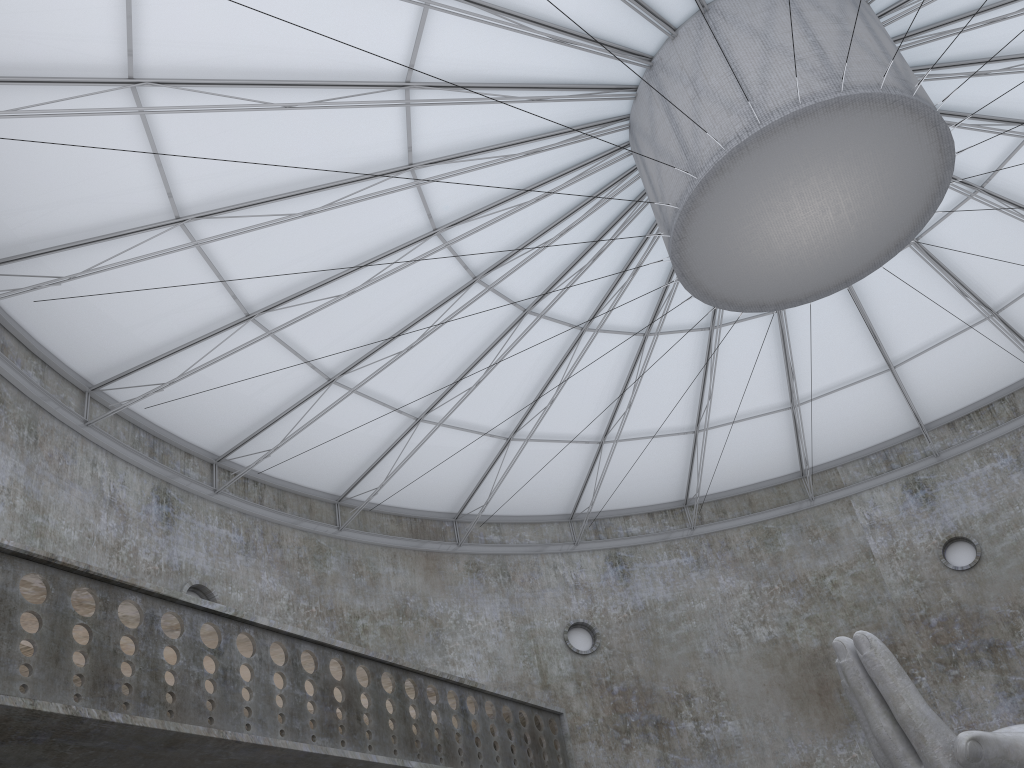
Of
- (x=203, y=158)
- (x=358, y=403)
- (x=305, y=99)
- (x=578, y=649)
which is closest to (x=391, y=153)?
(x=305, y=99)

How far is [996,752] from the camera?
13.81m

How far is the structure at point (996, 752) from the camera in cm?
1381

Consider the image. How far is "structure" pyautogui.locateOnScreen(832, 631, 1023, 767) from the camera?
13.8 meters
